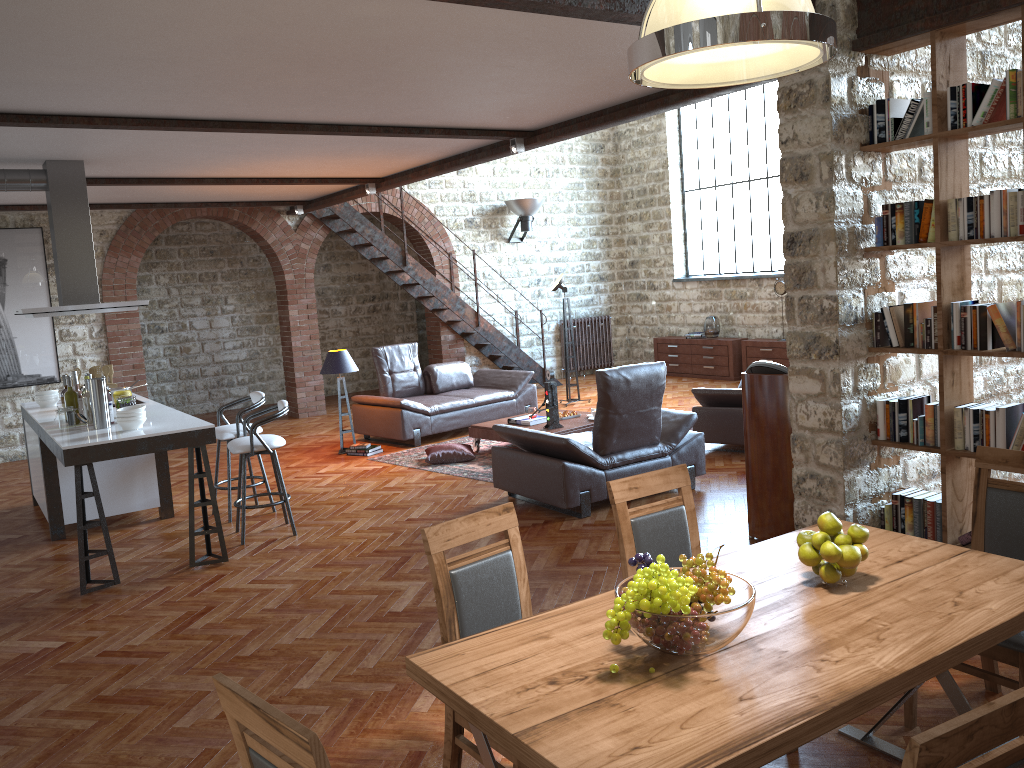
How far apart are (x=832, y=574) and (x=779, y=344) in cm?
1004

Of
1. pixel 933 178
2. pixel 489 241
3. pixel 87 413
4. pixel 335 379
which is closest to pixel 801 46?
pixel 933 178

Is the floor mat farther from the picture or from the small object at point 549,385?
the picture

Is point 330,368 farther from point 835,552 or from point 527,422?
point 835,552

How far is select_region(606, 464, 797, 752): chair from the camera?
3.3m

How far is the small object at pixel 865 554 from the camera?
2.6m

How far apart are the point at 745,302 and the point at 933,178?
8.2m

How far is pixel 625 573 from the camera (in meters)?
3.27

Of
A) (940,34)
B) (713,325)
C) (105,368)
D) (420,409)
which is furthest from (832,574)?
(713,325)

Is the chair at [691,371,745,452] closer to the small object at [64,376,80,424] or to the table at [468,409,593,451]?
the table at [468,409,593,451]
